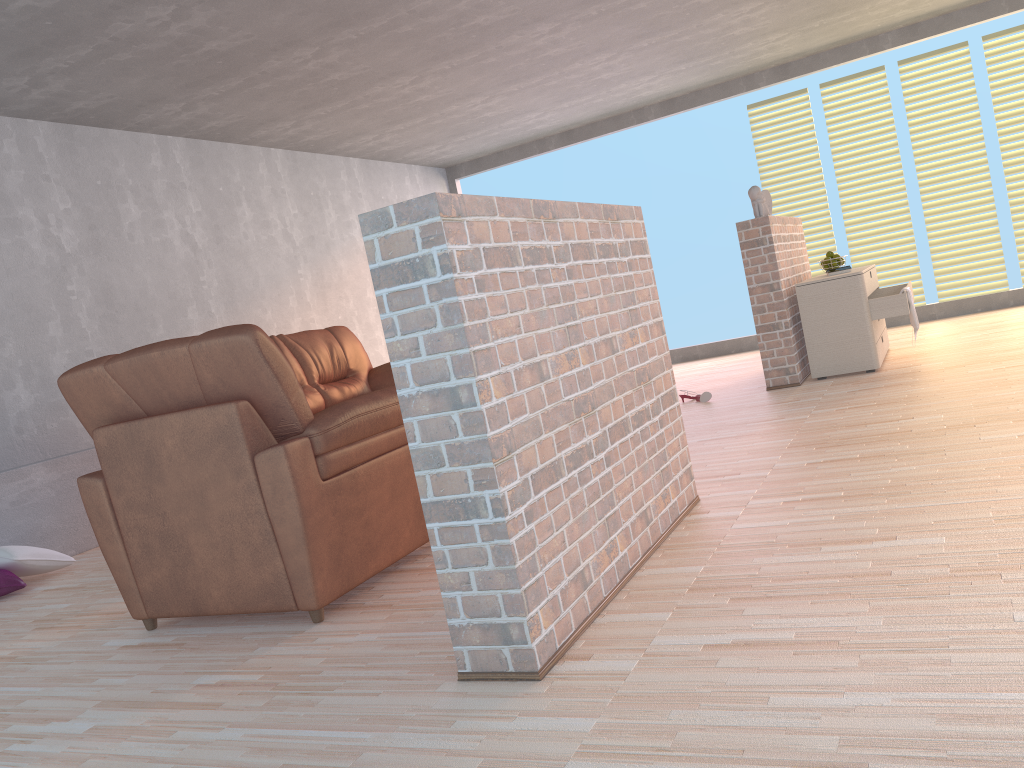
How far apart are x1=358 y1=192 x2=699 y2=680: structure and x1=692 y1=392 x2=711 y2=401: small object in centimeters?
255cm

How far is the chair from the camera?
2.56m

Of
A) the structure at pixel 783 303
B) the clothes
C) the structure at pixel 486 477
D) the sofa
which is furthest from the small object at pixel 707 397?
the structure at pixel 486 477

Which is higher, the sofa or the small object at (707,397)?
the sofa

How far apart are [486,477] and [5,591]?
3.17m

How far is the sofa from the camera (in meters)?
5.36

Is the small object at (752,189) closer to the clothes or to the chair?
the clothes

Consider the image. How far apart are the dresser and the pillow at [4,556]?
4.3m

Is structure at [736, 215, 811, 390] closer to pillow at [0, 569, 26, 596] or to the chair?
the chair

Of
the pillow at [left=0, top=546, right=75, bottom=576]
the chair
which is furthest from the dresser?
the pillow at [left=0, top=546, right=75, bottom=576]
